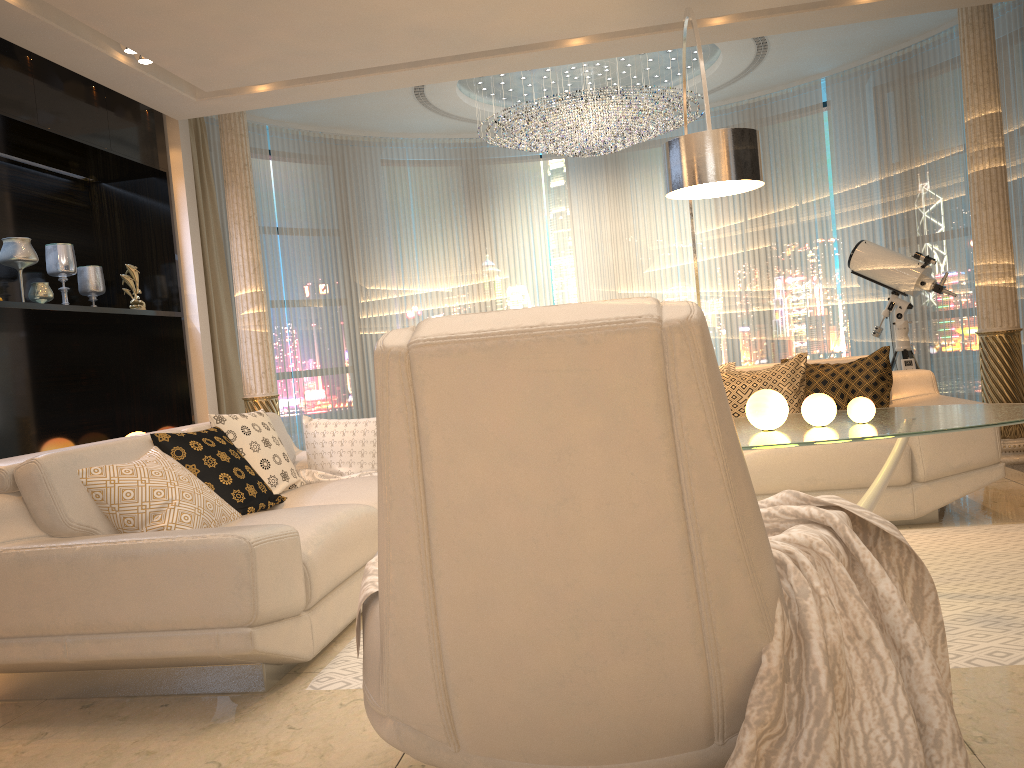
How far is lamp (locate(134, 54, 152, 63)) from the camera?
4.67m

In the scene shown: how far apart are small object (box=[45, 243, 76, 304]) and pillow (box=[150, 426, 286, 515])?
2.2m

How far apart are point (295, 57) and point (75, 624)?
3.4 meters

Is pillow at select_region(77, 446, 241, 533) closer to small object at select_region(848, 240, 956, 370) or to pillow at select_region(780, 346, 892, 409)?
pillow at select_region(780, 346, 892, 409)

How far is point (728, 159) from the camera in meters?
3.4

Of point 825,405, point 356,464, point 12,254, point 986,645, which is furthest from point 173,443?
point 986,645

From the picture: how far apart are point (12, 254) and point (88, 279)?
0.8 meters

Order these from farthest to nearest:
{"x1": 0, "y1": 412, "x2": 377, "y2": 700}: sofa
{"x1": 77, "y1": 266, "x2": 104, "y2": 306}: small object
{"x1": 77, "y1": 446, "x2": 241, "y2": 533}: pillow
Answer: {"x1": 77, "y1": 266, "x2": 104, "y2": 306}: small object < {"x1": 77, "y1": 446, "x2": 241, "y2": 533}: pillow < {"x1": 0, "y1": 412, "x2": 377, "y2": 700}: sofa

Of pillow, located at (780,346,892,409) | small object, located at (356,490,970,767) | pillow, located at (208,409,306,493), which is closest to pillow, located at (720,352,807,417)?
pillow, located at (780,346,892,409)

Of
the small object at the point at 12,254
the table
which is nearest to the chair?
the table
